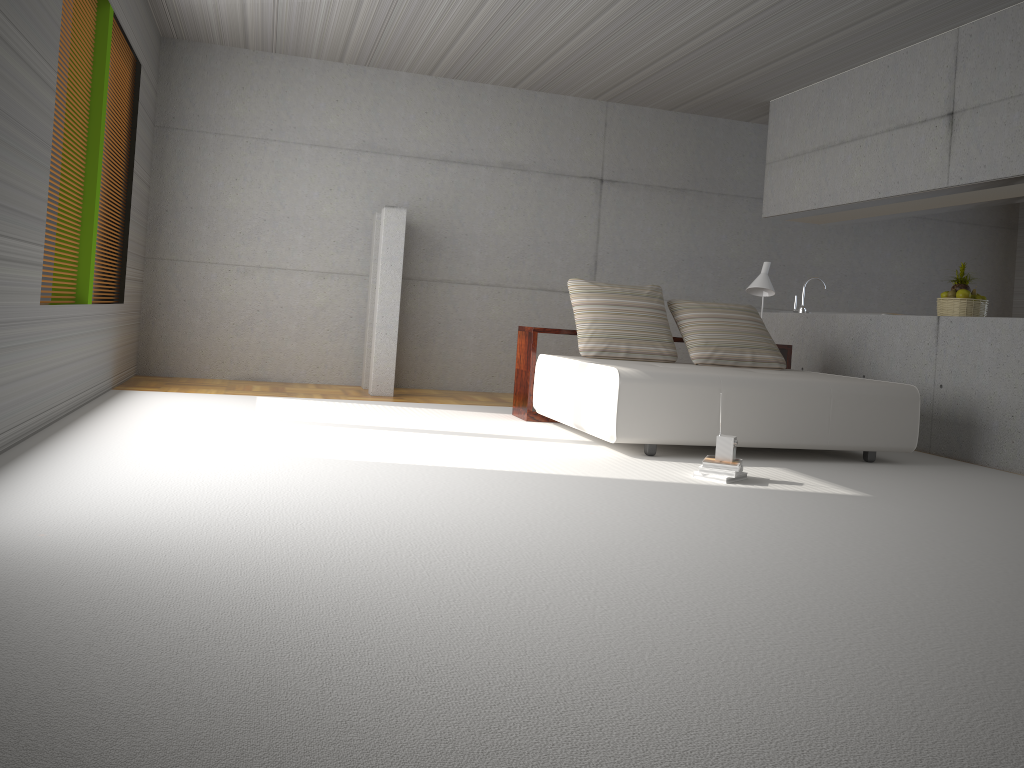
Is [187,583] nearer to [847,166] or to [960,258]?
[847,166]

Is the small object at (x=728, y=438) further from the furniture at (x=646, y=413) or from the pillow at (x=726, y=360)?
the pillow at (x=726, y=360)

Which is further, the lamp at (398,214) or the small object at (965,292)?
the lamp at (398,214)

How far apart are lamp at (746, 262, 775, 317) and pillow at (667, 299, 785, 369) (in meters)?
0.28

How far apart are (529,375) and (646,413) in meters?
1.6

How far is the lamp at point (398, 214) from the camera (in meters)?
7.76

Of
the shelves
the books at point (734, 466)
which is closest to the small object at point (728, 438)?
the books at point (734, 466)

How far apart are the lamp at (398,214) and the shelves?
1.40m

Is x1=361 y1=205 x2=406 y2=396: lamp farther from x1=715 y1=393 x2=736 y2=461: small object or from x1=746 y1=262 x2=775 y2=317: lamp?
x1=715 y1=393 x2=736 y2=461: small object

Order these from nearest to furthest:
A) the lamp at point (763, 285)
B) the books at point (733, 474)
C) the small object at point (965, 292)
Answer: the books at point (733, 474) < the small object at point (965, 292) < the lamp at point (763, 285)
